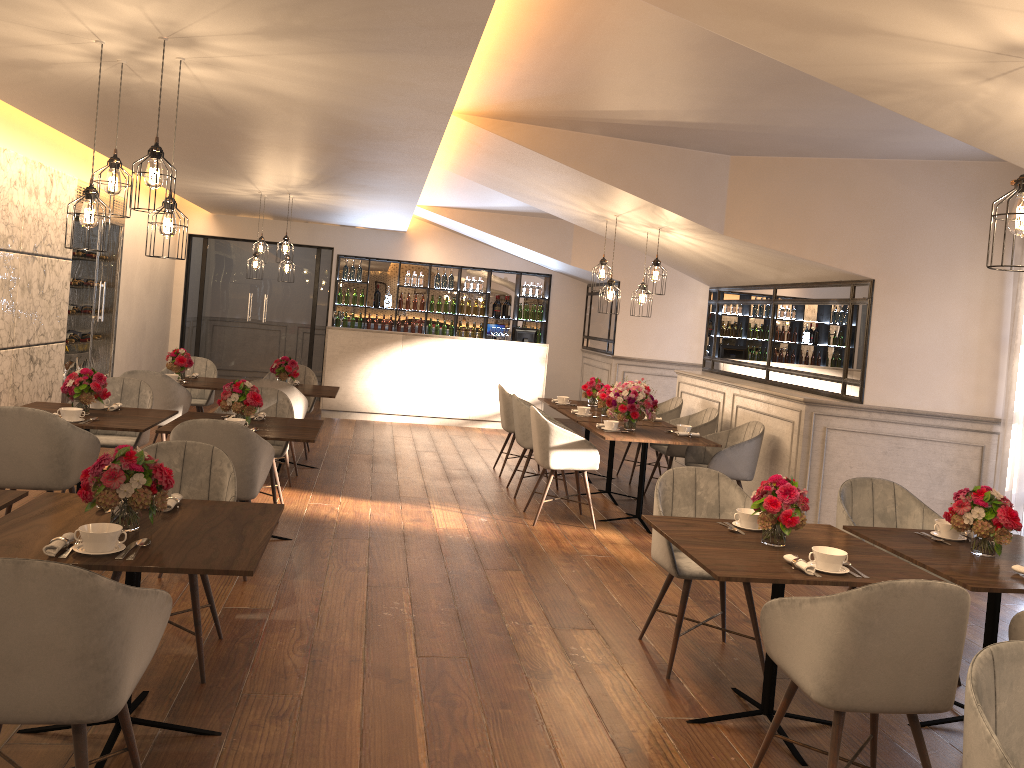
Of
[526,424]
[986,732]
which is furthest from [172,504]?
[526,424]

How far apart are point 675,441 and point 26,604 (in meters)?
5.06

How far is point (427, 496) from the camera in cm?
735

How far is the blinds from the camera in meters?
6.0 m

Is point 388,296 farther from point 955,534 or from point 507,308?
point 955,534

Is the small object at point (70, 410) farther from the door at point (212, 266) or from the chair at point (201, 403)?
the door at point (212, 266)

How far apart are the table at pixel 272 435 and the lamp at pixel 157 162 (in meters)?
1.69

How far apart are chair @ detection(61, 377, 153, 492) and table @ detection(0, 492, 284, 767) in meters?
2.6

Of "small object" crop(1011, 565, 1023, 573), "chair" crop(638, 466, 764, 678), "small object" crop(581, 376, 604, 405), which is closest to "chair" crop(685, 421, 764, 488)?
"small object" crop(581, 376, 604, 405)

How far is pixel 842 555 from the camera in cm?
322
